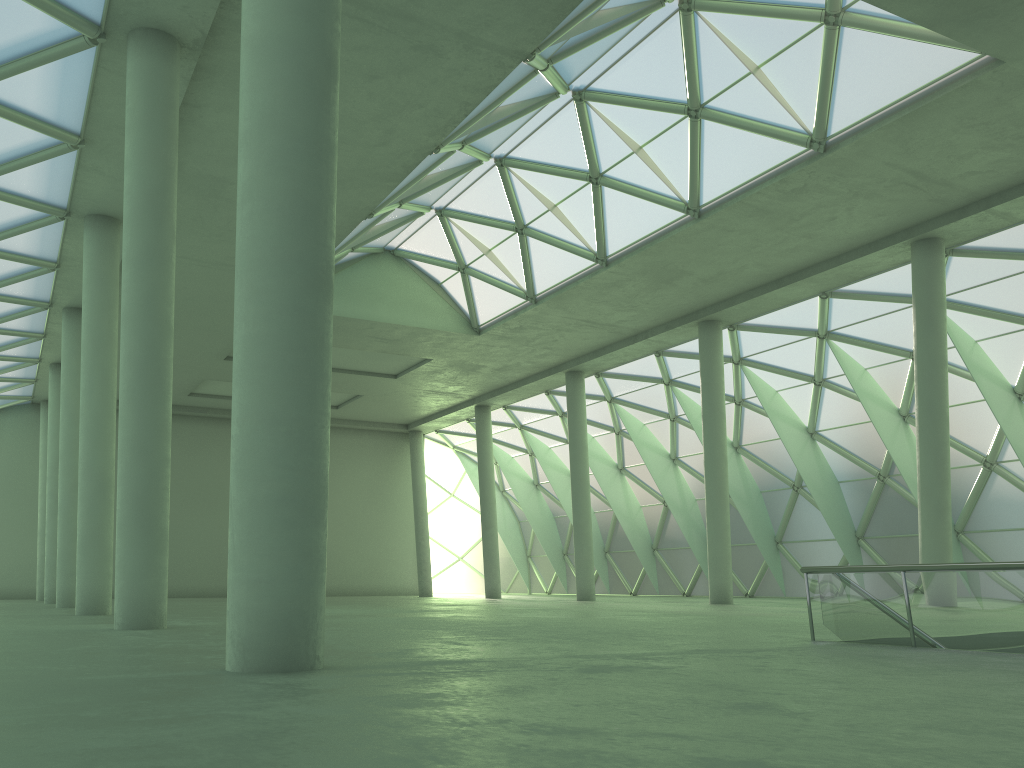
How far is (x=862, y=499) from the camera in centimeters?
4511cm
